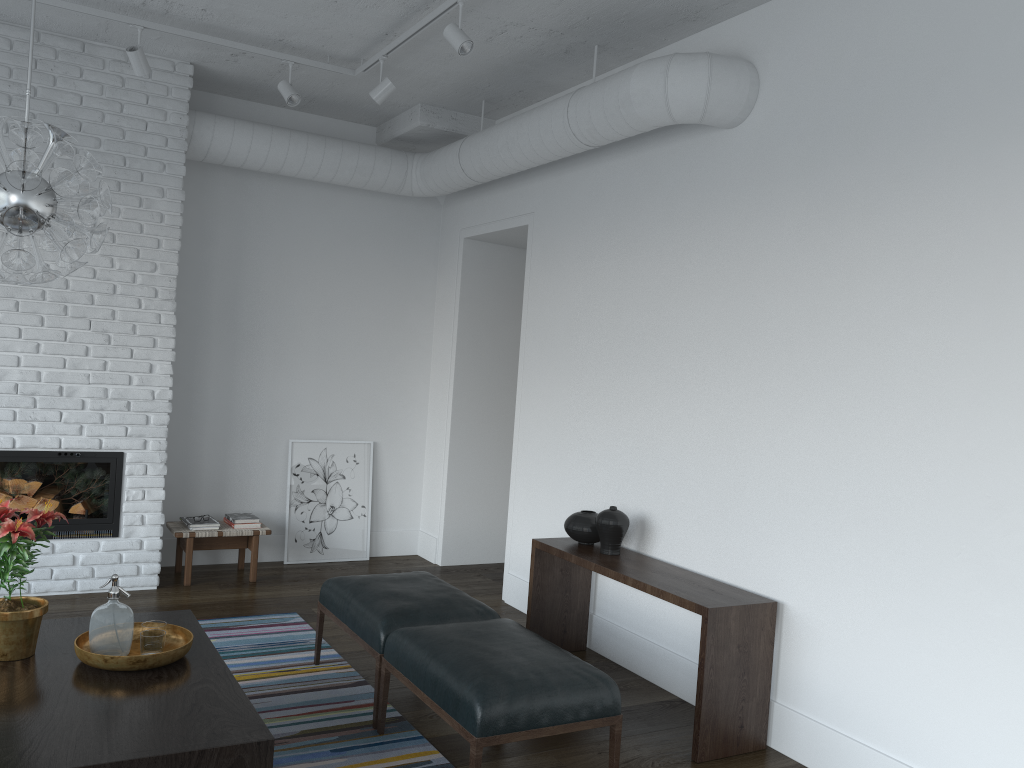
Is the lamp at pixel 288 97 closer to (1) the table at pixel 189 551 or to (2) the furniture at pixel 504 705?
(1) the table at pixel 189 551

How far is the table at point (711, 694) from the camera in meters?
3.5

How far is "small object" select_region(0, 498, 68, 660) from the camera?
2.9m

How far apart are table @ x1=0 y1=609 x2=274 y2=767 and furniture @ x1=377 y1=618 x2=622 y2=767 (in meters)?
0.65

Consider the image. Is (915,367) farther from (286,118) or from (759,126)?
(286,118)

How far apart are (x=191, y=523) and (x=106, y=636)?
2.7m

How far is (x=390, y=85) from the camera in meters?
4.8 m

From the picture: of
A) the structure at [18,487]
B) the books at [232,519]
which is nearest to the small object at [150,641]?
the structure at [18,487]

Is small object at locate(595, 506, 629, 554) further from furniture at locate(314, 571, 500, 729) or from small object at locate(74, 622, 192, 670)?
small object at locate(74, 622, 192, 670)

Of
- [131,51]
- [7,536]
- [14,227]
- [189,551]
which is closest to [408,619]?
[7,536]
